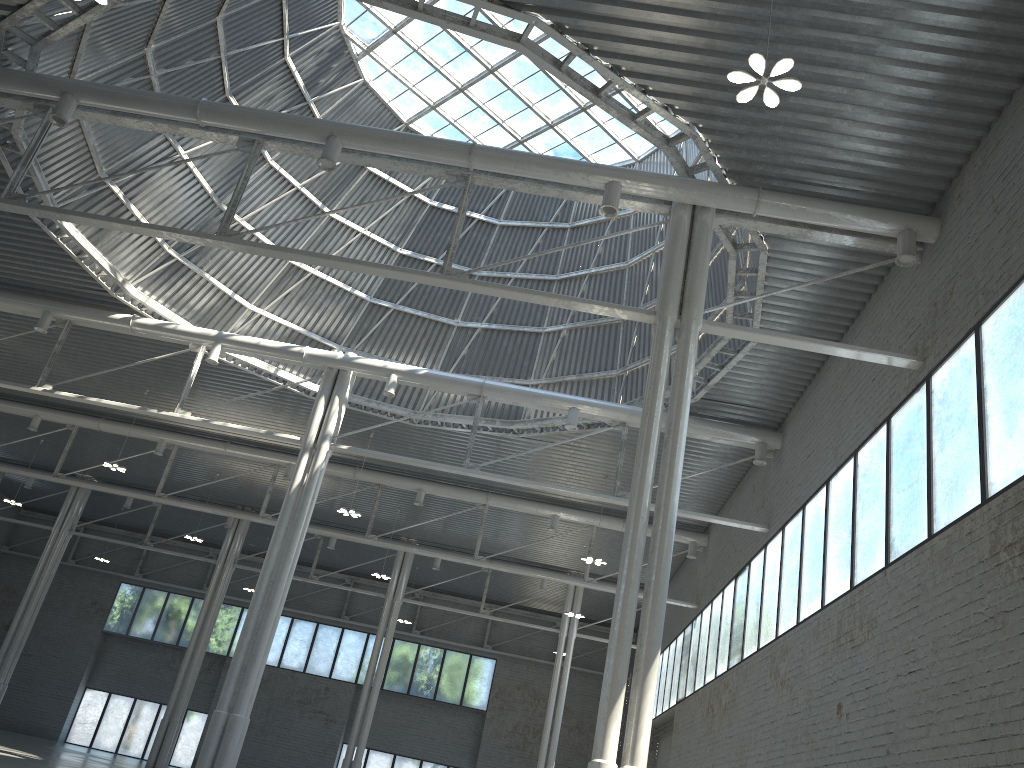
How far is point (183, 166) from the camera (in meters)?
32.44

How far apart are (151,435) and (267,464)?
6.06m
